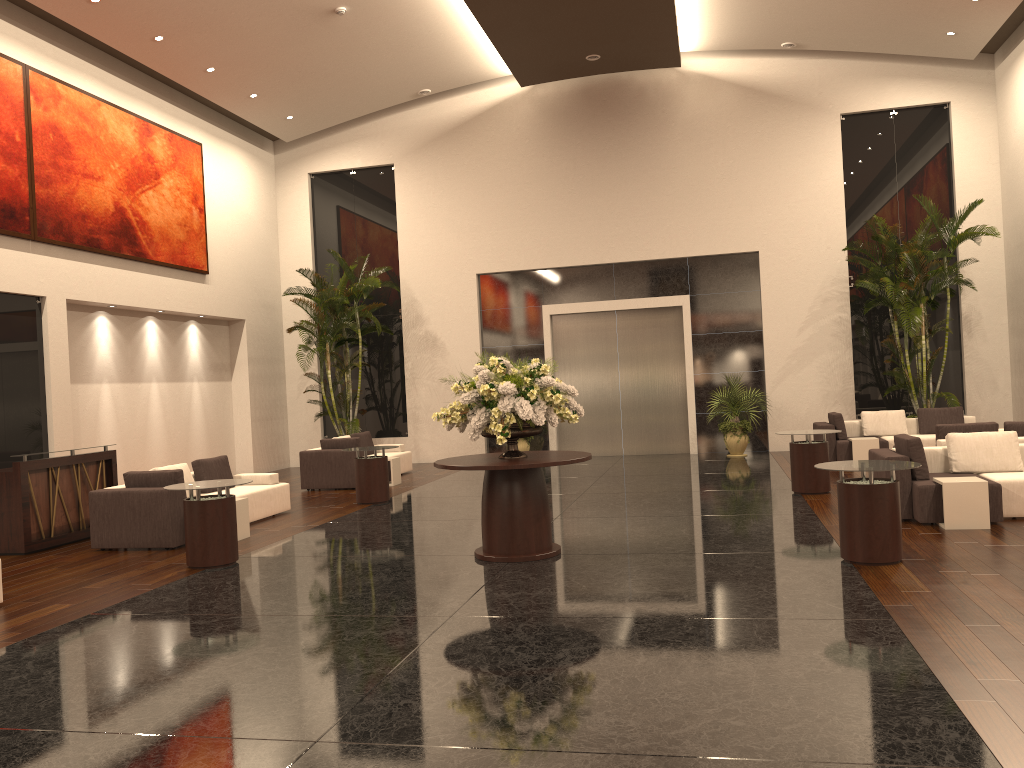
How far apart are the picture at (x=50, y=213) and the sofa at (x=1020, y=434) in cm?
1245

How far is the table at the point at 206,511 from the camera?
8.5m

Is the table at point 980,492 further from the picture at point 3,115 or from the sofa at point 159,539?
the picture at point 3,115

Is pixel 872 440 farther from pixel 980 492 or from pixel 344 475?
pixel 344 475

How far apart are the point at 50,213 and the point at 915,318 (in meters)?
13.87

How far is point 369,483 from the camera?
12.7 meters

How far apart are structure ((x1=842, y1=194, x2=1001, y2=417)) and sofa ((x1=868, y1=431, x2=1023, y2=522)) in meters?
5.7 m

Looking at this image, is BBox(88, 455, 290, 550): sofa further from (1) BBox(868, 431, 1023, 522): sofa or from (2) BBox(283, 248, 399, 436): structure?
(1) BBox(868, 431, 1023, 522): sofa

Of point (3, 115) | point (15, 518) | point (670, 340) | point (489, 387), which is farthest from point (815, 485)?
point (3, 115)

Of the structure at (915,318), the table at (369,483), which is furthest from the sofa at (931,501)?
the table at (369,483)
